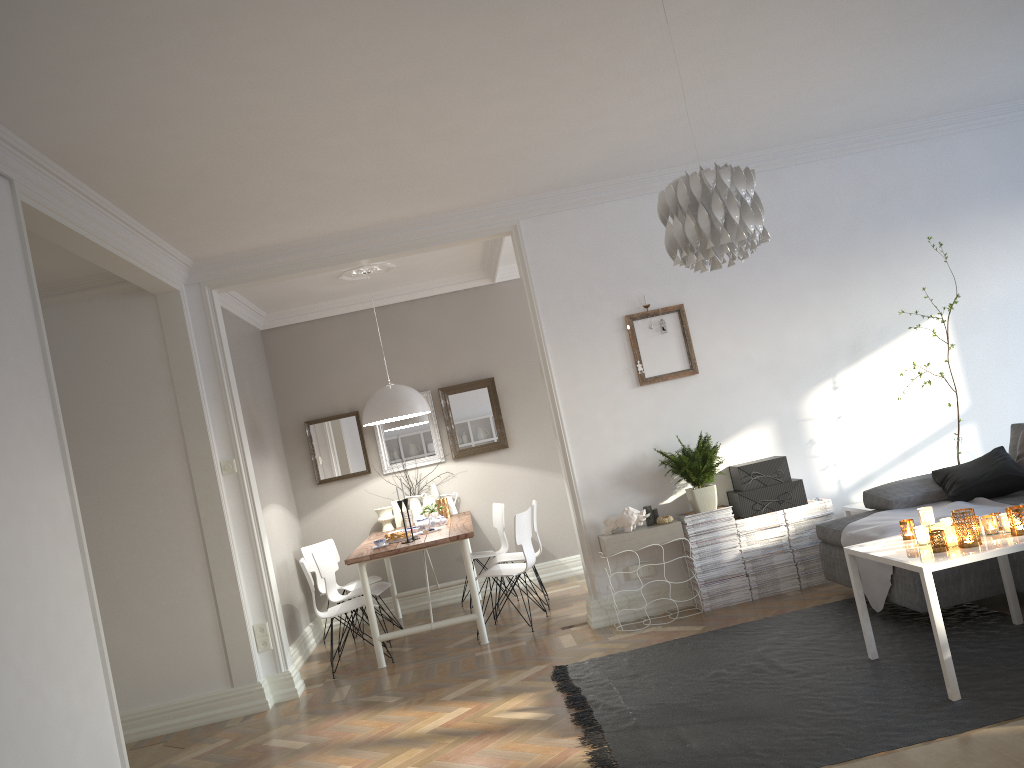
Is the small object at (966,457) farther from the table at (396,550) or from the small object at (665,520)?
the table at (396,550)

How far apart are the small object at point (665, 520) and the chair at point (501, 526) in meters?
2.1 m

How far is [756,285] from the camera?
5.9 meters

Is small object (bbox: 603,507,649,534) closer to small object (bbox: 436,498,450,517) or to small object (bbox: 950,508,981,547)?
small object (bbox: 950,508,981,547)

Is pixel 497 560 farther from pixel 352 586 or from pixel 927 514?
pixel 927 514

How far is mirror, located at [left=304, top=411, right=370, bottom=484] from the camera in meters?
7.7 m

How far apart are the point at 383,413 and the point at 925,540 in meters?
4.0 m

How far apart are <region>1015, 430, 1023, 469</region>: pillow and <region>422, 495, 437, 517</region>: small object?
4.39m

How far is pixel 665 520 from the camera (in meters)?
5.43

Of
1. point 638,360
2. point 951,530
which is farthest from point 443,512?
point 951,530
